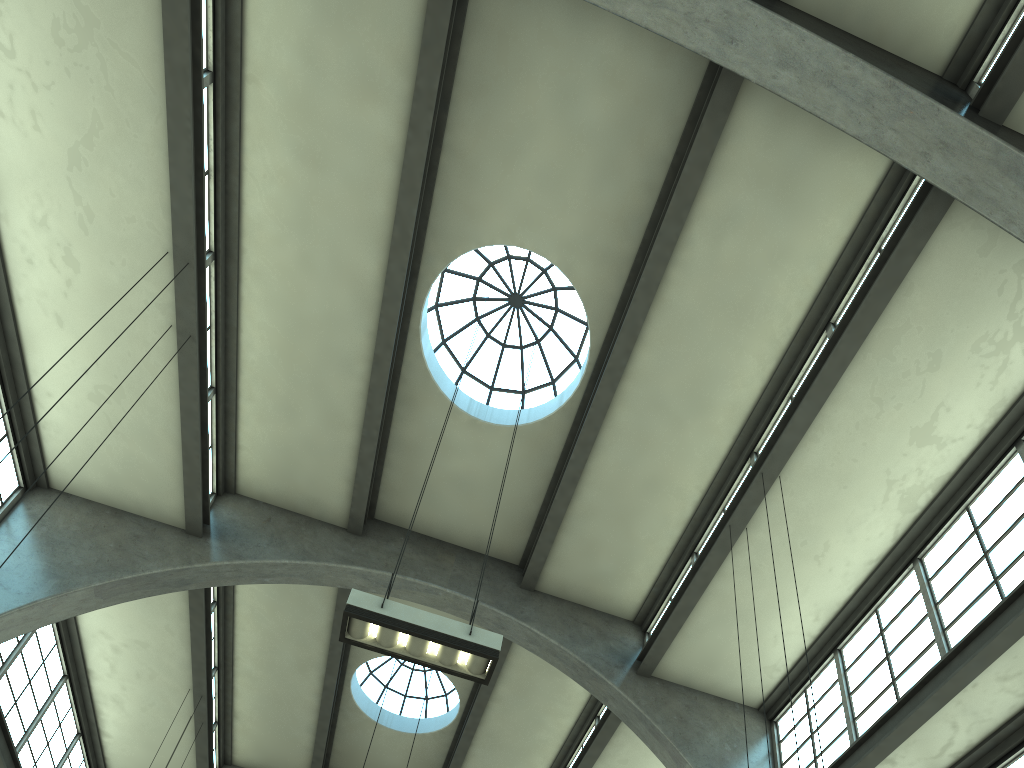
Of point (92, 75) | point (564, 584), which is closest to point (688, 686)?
point (564, 584)

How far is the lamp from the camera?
7.3 meters

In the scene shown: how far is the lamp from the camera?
7.3m

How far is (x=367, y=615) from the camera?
7.27m
